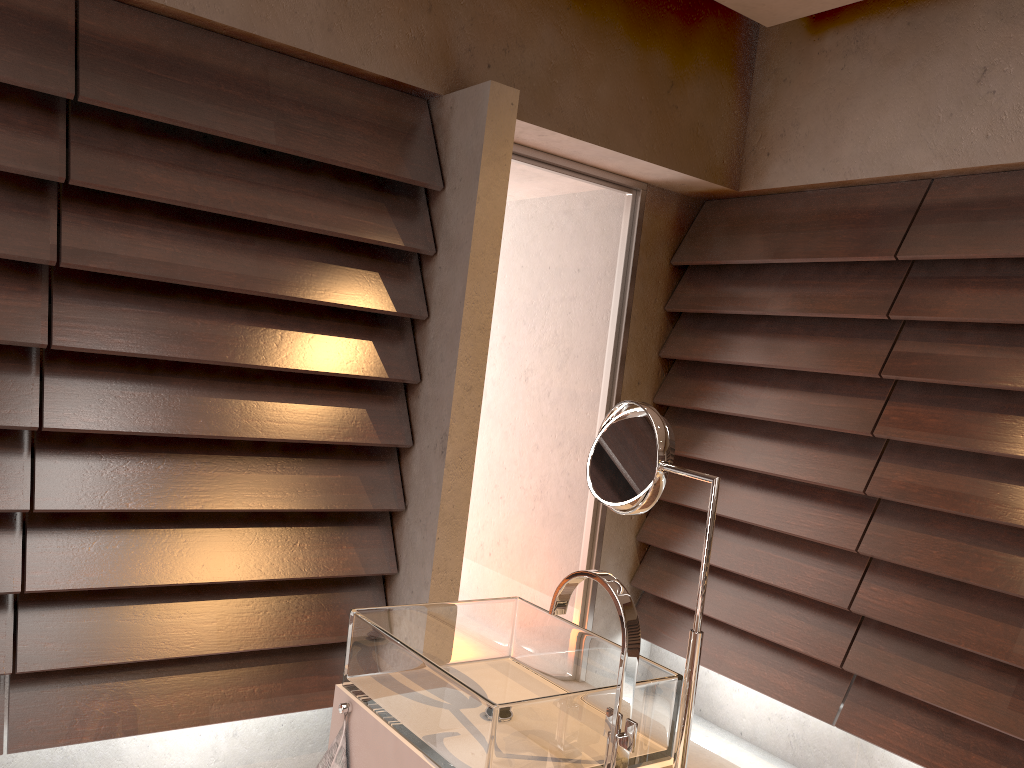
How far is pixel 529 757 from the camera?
1.1 meters

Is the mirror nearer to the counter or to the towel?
the counter

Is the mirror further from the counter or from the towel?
the towel

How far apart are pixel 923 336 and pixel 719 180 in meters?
1.0 m

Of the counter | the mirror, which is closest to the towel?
the counter

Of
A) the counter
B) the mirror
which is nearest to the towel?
the counter

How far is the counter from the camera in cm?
124

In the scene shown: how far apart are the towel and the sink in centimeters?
6cm

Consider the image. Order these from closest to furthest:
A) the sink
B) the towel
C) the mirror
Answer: the sink, the mirror, the towel

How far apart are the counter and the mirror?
0.0 meters
